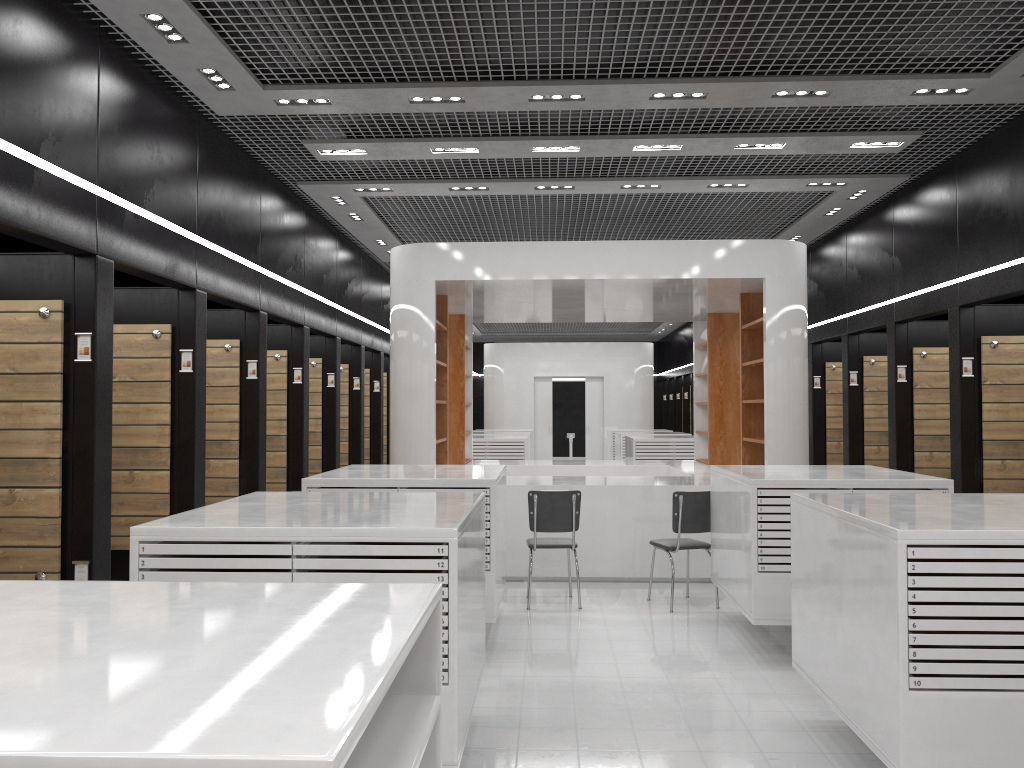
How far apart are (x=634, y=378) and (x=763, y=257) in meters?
13.3

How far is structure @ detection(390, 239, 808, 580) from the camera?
8.6m

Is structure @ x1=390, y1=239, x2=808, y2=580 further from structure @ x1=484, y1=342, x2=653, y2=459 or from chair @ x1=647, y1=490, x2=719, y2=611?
structure @ x1=484, y1=342, x2=653, y2=459

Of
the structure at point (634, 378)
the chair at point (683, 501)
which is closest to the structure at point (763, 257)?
the chair at point (683, 501)

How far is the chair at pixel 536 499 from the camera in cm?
742

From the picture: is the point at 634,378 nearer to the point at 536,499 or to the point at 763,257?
the point at 763,257

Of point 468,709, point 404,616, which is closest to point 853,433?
point 468,709

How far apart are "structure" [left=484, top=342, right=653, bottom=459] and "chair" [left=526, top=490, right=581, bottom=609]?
14.16m

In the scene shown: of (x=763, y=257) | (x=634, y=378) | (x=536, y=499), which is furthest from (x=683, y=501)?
(x=634, y=378)

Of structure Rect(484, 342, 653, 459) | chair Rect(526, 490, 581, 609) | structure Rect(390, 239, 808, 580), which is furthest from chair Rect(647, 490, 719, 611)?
structure Rect(484, 342, 653, 459)
